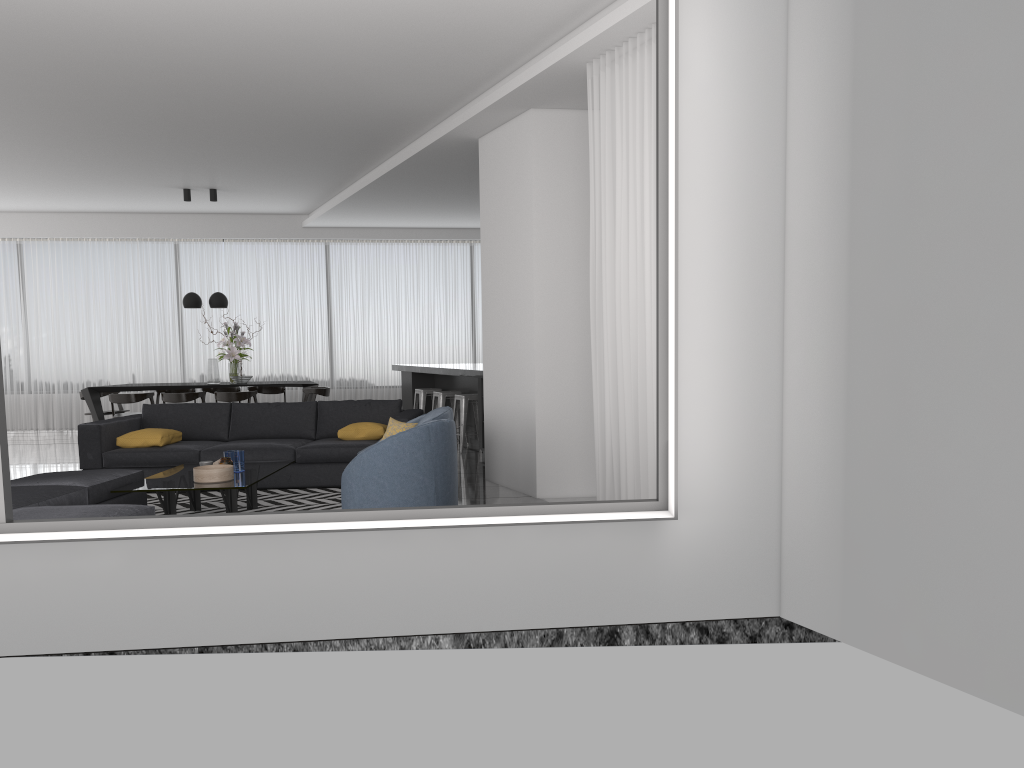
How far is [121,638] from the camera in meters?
3.7 m

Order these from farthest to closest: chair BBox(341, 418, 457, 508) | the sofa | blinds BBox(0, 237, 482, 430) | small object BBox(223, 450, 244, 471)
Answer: blinds BBox(0, 237, 482, 430)
the sofa
small object BBox(223, 450, 244, 471)
chair BBox(341, 418, 457, 508)

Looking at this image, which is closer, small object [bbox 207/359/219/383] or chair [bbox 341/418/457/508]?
chair [bbox 341/418/457/508]

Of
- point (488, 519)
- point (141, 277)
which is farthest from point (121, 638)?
point (141, 277)

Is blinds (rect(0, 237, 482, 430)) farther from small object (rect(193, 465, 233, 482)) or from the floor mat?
small object (rect(193, 465, 233, 482))

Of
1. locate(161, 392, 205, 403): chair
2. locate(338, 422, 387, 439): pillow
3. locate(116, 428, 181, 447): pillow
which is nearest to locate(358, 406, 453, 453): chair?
locate(338, 422, 387, 439): pillow

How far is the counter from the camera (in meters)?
9.54

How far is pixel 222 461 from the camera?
6.43m

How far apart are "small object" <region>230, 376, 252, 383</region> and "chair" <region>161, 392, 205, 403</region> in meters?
0.5

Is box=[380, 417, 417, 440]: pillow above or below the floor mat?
above
